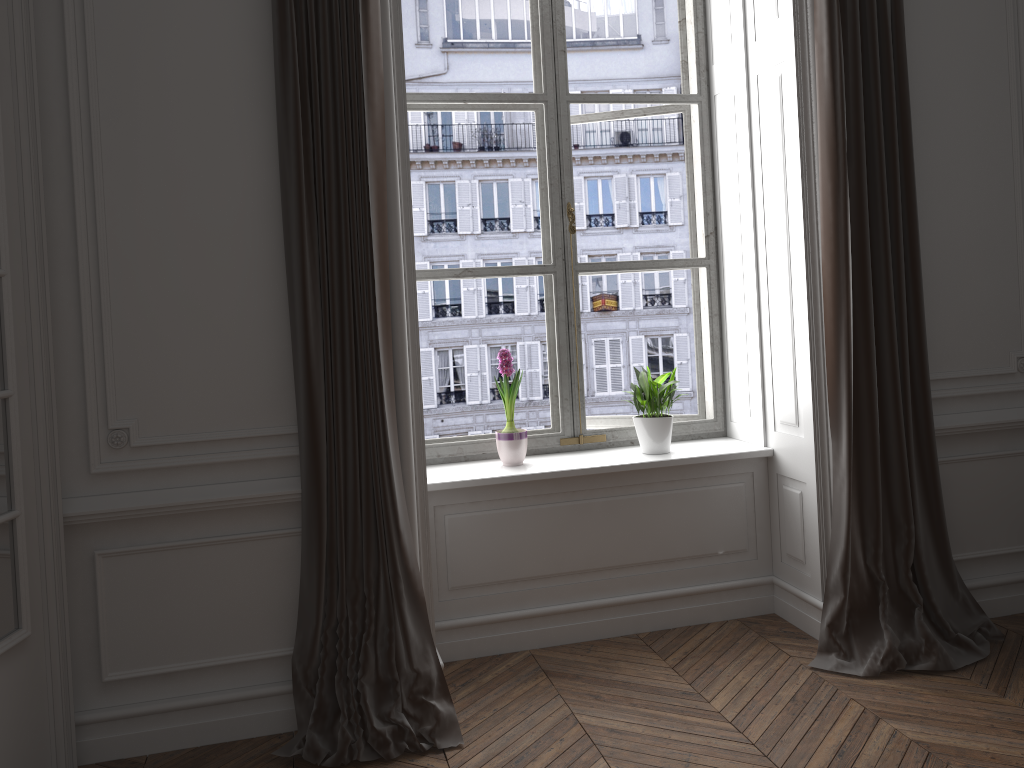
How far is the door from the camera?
2.4m

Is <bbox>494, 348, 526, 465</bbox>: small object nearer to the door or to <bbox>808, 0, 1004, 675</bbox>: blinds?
<bbox>808, 0, 1004, 675</bbox>: blinds

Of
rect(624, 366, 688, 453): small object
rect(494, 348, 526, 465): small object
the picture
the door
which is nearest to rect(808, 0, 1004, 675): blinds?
rect(624, 366, 688, 453): small object

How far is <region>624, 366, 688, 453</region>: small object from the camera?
3.66m

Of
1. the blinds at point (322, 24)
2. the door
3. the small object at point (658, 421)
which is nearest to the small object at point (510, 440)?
the small object at point (658, 421)

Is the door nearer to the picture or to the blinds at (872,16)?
the picture

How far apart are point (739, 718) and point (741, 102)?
2.4m

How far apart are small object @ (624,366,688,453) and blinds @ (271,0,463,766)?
1.2m

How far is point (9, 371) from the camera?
2.4m

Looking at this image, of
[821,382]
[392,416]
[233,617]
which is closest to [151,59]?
[392,416]
